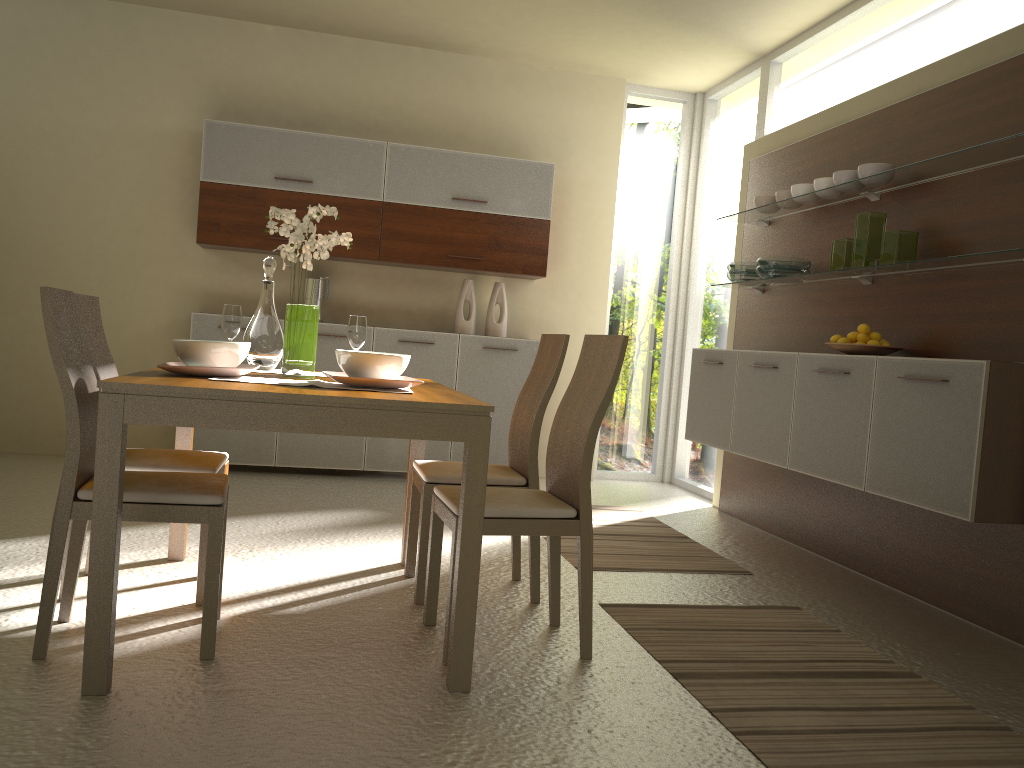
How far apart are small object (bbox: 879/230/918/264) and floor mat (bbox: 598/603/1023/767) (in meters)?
1.57

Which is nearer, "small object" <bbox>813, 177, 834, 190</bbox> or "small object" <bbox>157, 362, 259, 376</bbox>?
"small object" <bbox>157, 362, 259, 376</bbox>

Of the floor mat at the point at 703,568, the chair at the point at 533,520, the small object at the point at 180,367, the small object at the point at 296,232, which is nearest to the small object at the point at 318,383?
the small object at the point at 180,367

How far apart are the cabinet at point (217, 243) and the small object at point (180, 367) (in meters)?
3.04

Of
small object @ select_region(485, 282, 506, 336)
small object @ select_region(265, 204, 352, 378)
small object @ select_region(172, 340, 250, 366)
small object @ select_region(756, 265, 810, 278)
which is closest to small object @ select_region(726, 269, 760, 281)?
small object @ select_region(756, 265, 810, 278)

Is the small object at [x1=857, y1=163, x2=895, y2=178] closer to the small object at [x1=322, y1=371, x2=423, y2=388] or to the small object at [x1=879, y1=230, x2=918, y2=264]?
the small object at [x1=879, y1=230, x2=918, y2=264]

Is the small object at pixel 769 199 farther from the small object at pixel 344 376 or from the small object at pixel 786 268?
the small object at pixel 344 376

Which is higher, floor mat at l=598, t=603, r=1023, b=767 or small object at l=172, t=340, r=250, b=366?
small object at l=172, t=340, r=250, b=366

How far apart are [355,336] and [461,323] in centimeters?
287cm

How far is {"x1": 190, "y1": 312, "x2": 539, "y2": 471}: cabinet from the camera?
5.78m
